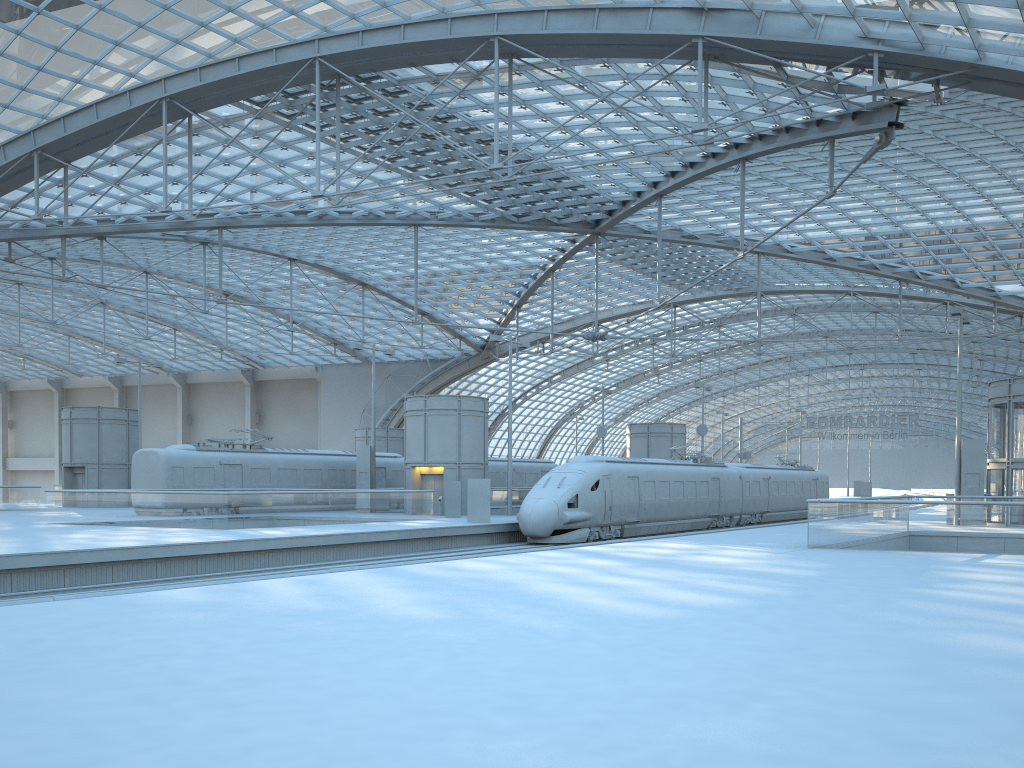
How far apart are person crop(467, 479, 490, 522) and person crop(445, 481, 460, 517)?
4.3 meters

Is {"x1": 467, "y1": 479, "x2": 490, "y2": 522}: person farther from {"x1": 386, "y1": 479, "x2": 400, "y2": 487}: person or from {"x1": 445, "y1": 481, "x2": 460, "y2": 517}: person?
{"x1": 386, "y1": 479, "x2": 400, "y2": 487}: person

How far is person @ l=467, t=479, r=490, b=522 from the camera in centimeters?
3277cm

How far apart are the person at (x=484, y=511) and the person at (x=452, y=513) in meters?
4.3

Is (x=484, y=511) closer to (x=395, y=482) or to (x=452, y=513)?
(x=452, y=513)

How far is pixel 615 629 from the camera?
9.3m

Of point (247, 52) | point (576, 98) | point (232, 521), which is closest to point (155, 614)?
point (232, 521)

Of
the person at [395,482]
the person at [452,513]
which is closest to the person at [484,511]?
the person at [452,513]

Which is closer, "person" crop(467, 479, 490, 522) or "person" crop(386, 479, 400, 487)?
"person" crop(467, 479, 490, 522)

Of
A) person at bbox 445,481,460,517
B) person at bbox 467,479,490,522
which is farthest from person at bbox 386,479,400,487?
person at bbox 467,479,490,522
